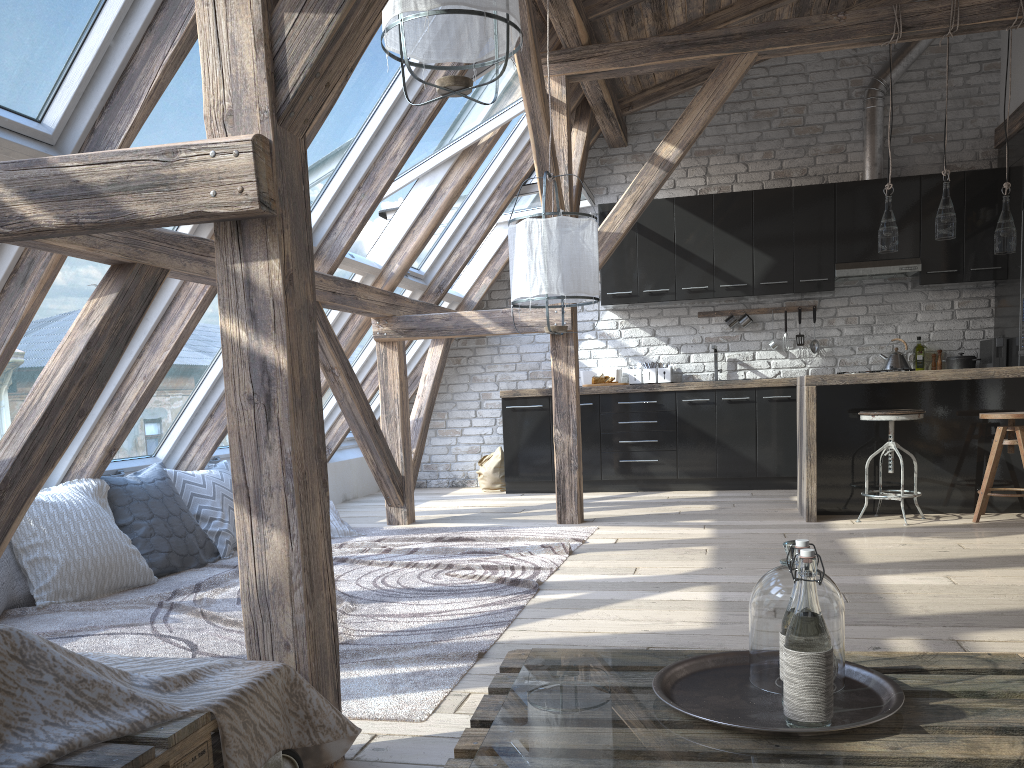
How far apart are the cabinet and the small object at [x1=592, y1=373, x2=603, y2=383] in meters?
0.2

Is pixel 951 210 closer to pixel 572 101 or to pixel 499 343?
pixel 572 101

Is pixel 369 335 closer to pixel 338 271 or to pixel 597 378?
pixel 338 271

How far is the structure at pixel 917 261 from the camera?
6.67m

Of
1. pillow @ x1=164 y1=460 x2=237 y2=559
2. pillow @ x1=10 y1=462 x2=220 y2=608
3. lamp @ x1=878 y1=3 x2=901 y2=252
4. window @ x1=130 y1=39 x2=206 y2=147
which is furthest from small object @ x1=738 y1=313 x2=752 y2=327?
window @ x1=130 y1=39 x2=206 y2=147

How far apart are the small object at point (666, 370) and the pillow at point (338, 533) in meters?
3.0 m

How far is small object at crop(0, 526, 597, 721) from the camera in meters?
2.5 m

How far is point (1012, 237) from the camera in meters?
4.9 m

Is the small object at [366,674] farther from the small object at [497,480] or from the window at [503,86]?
the small object at [497,480]

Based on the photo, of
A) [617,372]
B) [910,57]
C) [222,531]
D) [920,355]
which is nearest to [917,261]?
[920,355]
